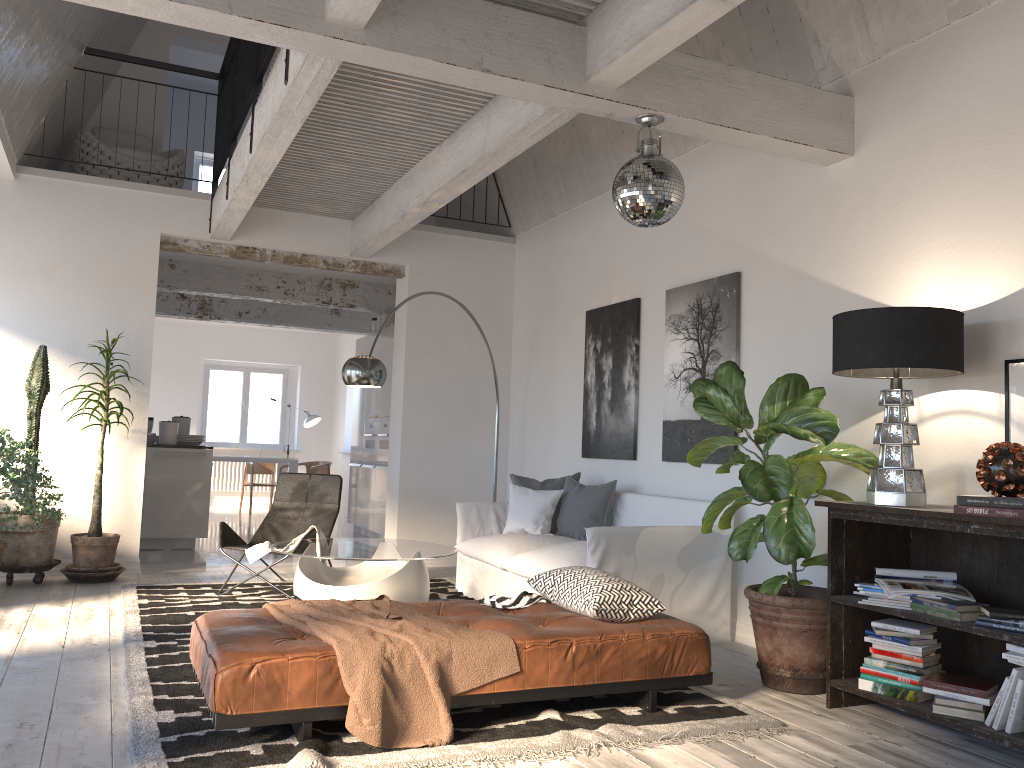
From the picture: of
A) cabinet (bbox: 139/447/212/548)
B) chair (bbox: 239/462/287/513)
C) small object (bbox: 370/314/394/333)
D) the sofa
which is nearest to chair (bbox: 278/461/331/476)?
chair (bbox: 239/462/287/513)

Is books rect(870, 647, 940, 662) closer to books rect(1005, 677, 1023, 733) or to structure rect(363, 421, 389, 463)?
books rect(1005, 677, 1023, 733)

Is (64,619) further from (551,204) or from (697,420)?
(551,204)

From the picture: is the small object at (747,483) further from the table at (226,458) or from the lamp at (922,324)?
the table at (226,458)

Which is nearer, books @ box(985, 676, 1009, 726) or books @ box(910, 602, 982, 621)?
books @ box(985, 676, 1009, 726)

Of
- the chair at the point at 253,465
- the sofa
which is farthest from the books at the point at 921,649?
the chair at the point at 253,465

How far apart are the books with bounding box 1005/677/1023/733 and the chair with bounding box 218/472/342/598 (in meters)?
4.13

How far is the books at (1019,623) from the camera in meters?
3.1 m

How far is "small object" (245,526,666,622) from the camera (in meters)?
3.71

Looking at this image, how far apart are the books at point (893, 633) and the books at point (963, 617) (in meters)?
0.18
